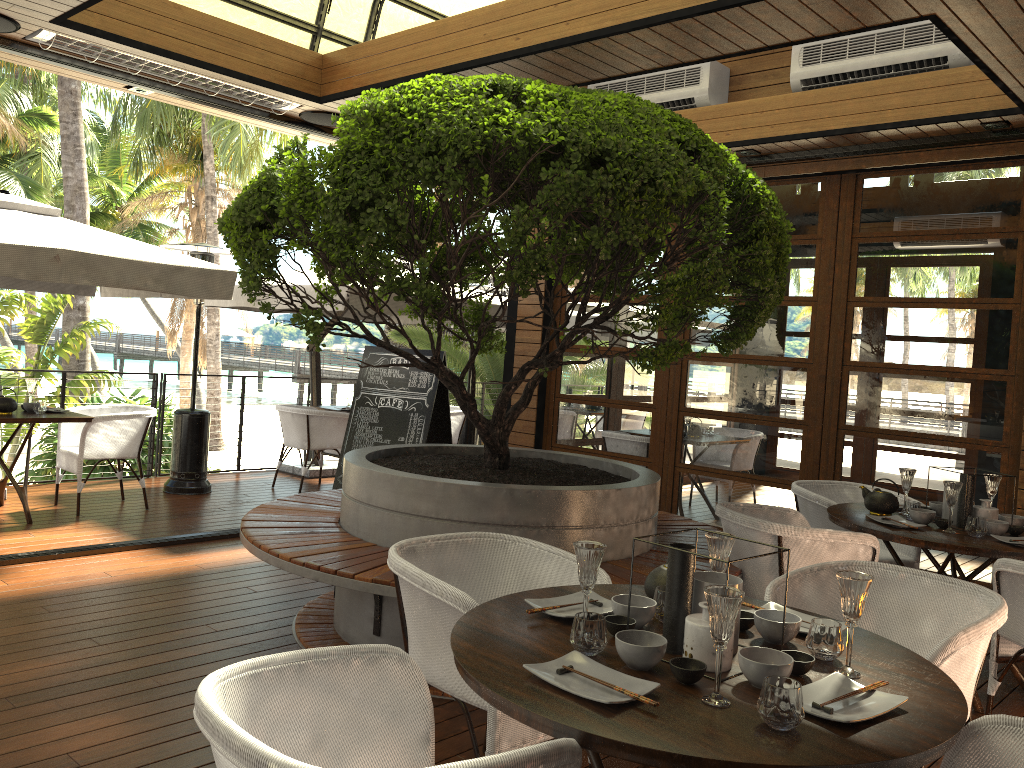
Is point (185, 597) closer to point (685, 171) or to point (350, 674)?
point (350, 674)

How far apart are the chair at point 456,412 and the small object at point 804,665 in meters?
7.2 m

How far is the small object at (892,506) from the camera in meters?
4.3 m

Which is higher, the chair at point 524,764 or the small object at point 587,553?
the small object at point 587,553

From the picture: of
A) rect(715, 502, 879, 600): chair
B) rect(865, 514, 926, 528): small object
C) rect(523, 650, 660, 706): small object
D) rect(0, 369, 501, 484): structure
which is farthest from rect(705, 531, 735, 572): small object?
rect(0, 369, 501, 484): structure

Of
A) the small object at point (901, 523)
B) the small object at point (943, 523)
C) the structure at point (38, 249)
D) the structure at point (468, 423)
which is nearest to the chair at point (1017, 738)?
the small object at point (901, 523)

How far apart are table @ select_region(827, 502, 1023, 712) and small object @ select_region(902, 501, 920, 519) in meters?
0.1 m

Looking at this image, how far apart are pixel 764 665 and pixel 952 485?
2.5m

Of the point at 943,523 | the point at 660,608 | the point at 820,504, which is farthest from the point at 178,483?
the point at 660,608

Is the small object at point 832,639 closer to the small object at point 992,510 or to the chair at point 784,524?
the chair at point 784,524
